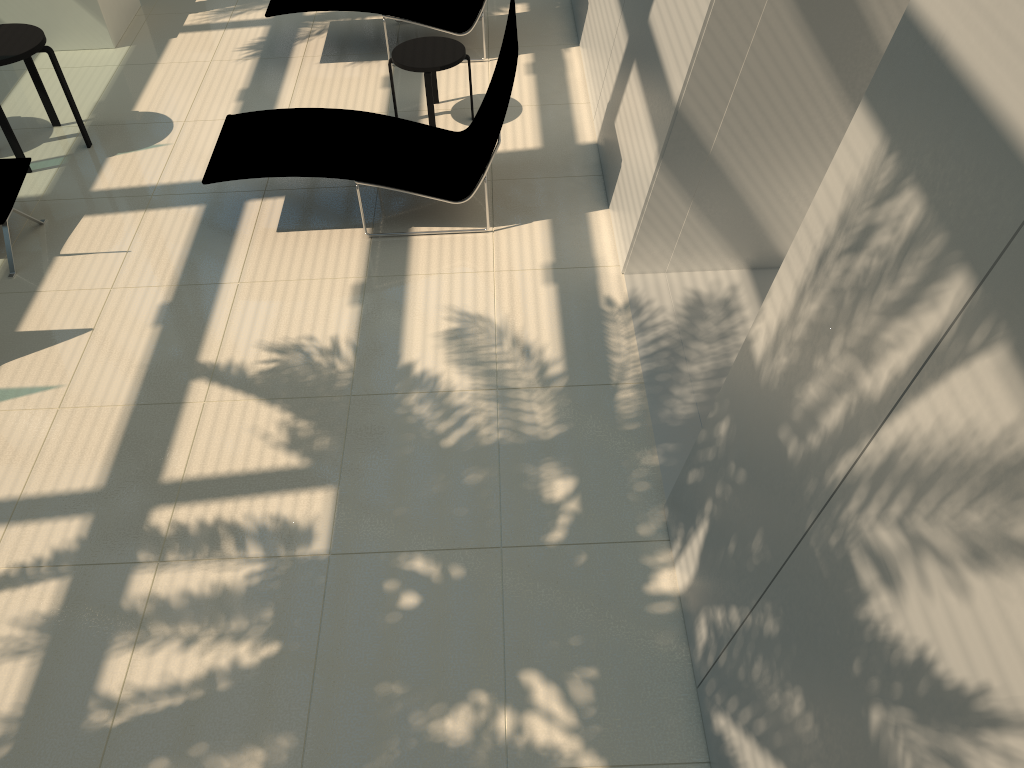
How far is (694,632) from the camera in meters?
3.6 m

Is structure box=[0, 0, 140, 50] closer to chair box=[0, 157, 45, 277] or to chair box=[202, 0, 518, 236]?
chair box=[0, 157, 45, 277]

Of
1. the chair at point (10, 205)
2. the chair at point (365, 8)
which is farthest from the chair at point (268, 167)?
the chair at point (365, 8)

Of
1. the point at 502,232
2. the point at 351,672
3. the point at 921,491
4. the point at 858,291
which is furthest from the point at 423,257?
the point at 921,491

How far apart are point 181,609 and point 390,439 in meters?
1.3

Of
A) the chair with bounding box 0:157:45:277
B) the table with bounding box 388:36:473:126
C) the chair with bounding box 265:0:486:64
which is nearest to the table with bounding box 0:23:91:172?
the chair with bounding box 0:157:45:277

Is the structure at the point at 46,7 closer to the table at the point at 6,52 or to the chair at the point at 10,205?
the table at the point at 6,52

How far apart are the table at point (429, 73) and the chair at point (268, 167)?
0.5m

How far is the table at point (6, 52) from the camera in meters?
6.5 m

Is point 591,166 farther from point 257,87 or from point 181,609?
point 181,609
